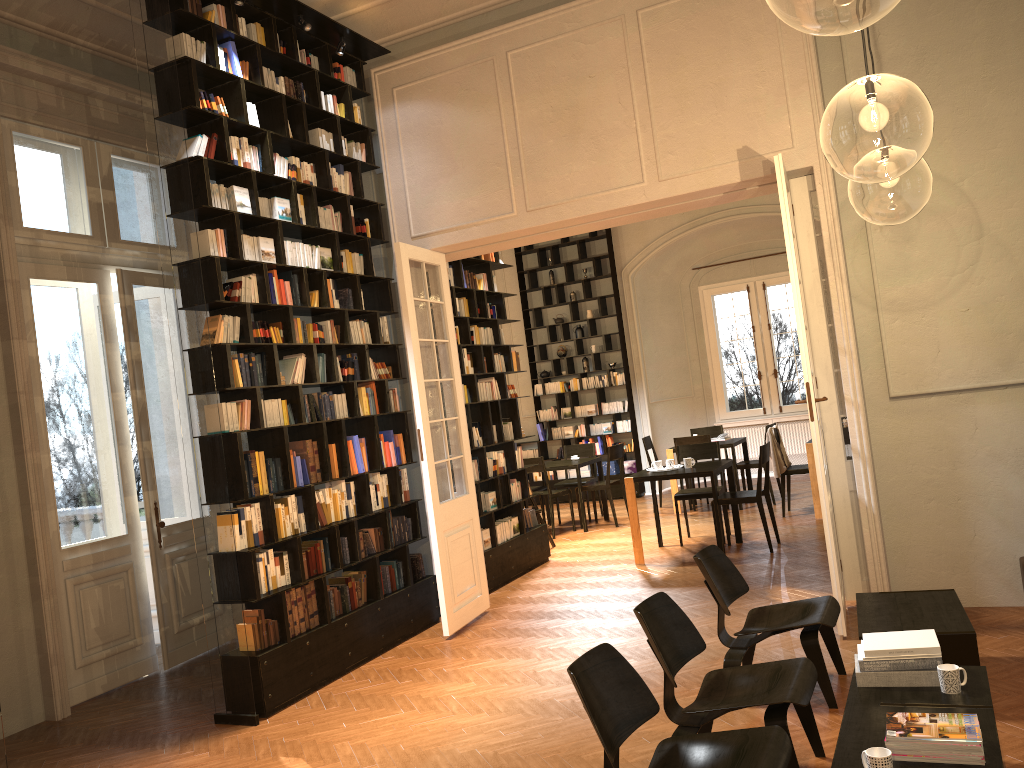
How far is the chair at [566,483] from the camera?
12.6m

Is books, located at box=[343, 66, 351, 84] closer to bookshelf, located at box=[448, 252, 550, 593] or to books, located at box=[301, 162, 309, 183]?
books, located at box=[301, 162, 309, 183]

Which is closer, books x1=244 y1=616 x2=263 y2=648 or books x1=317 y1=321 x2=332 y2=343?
books x1=244 y1=616 x2=263 y2=648

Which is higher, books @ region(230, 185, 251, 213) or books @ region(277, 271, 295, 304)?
books @ region(230, 185, 251, 213)

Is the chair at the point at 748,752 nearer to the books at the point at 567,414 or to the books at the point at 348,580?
the books at the point at 348,580

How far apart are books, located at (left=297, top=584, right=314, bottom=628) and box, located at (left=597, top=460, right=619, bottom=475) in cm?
888

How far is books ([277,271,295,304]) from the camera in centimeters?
662cm

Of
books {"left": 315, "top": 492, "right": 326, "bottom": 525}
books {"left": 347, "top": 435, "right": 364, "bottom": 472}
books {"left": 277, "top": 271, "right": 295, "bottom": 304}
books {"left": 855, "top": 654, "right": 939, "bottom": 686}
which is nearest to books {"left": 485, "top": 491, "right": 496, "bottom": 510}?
books {"left": 347, "top": 435, "right": 364, "bottom": 472}

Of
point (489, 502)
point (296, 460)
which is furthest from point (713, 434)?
point (296, 460)

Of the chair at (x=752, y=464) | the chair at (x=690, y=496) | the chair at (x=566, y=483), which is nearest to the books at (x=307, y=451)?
the chair at (x=690, y=496)
